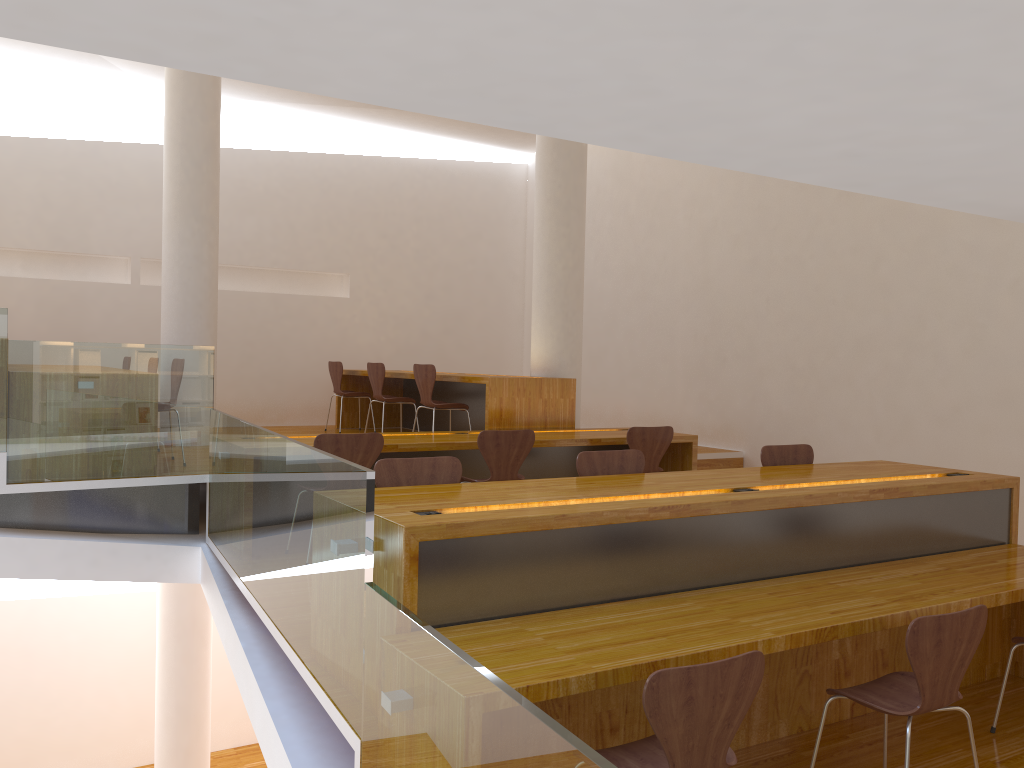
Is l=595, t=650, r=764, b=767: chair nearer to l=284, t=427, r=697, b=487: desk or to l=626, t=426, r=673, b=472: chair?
l=284, t=427, r=697, b=487: desk

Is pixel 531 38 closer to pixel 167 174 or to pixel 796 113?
pixel 796 113

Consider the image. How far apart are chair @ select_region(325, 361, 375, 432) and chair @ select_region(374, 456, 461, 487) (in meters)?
5.02

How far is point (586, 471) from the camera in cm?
401

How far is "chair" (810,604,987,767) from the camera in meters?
2.6

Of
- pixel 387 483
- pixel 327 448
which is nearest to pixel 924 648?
pixel 387 483

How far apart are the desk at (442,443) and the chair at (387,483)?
1.5m

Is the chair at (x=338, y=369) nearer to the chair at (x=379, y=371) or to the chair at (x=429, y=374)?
the chair at (x=379, y=371)

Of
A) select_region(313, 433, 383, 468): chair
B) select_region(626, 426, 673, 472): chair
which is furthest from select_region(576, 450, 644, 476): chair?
select_region(626, 426, 673, 472): chair

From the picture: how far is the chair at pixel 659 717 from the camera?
2.1m
